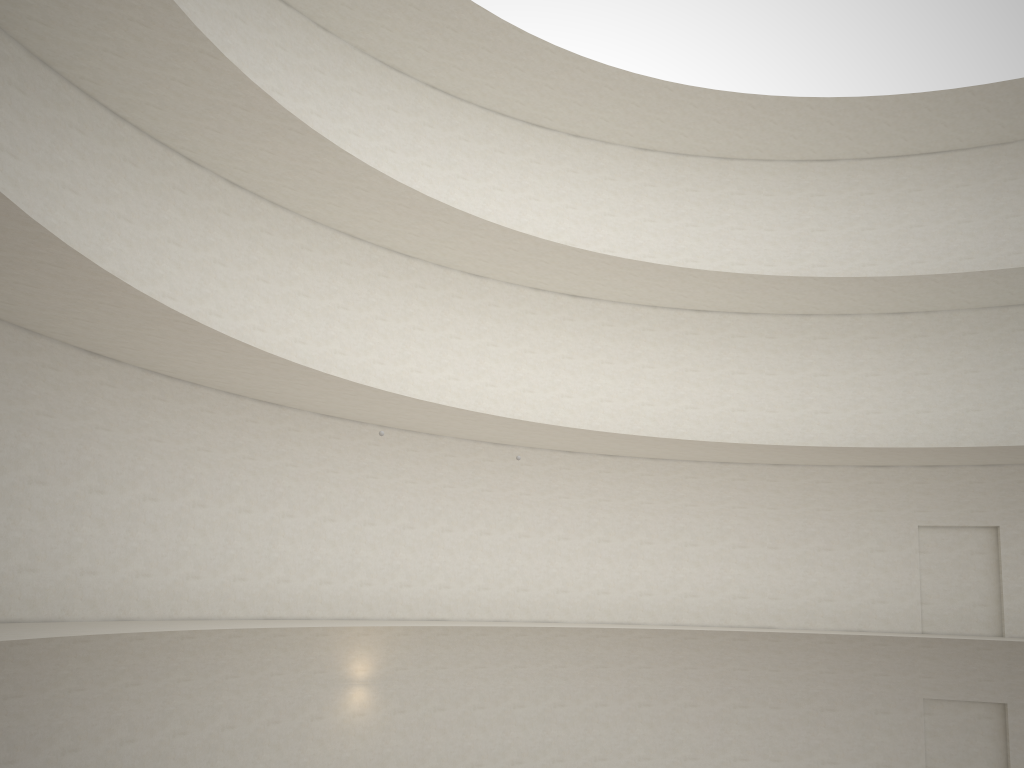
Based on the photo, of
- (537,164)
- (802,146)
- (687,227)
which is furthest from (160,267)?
(802,146)

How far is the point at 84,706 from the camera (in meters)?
13.37
